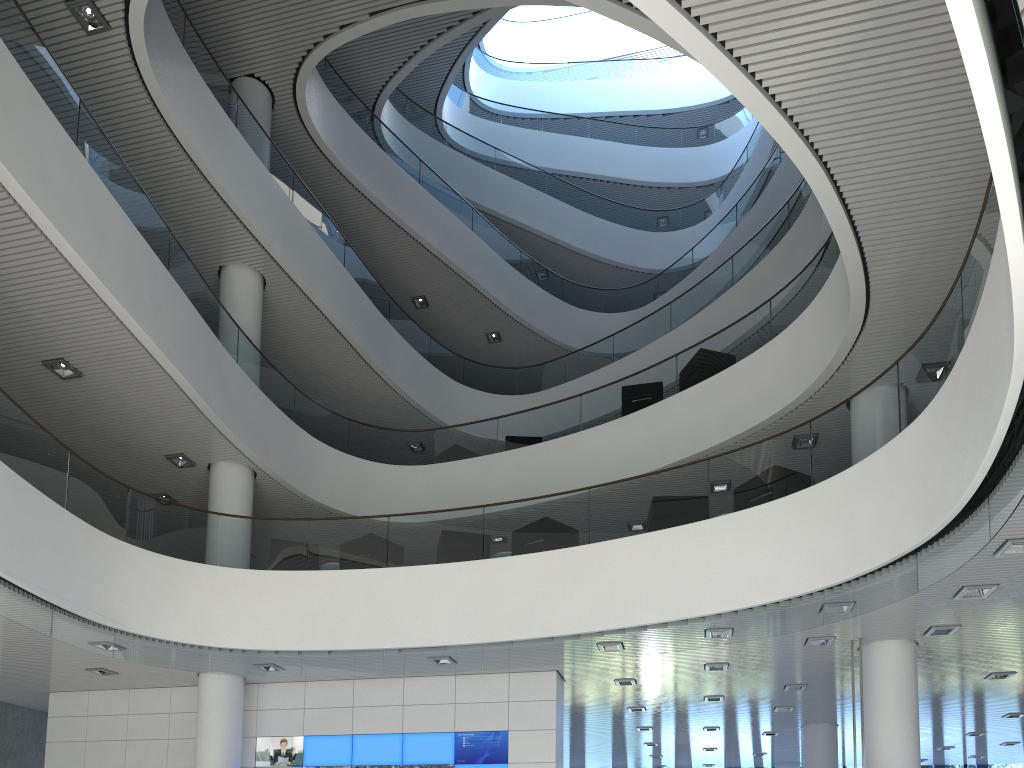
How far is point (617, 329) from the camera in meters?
15.0 m
